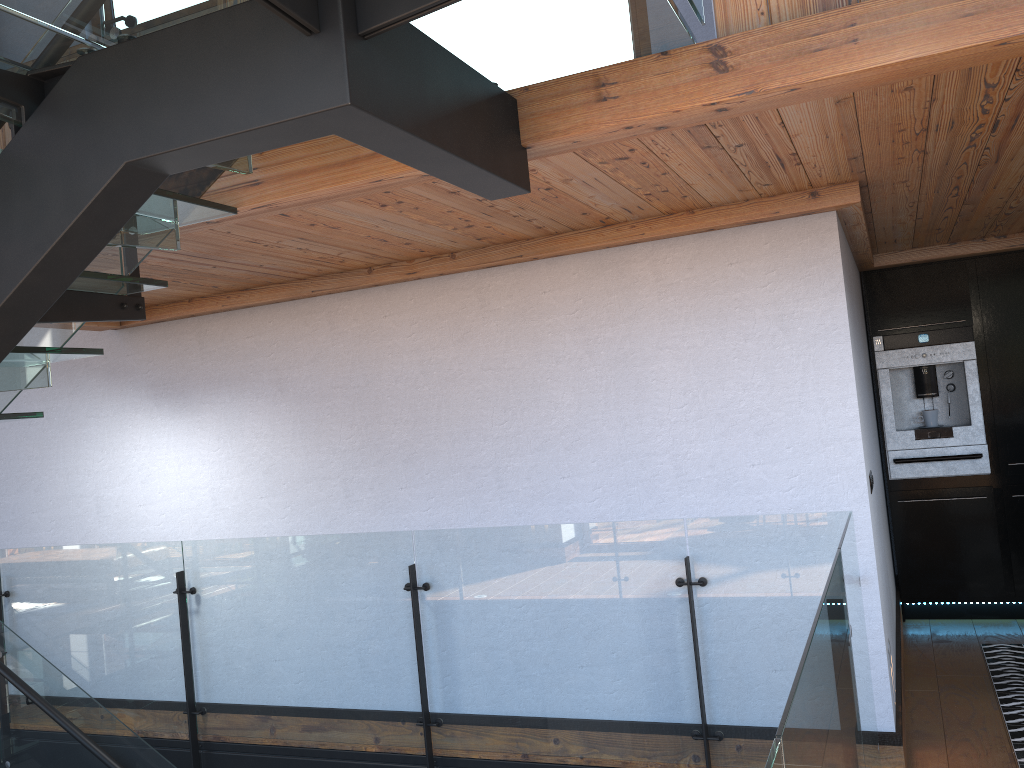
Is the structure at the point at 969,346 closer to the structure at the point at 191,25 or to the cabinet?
the cabinet

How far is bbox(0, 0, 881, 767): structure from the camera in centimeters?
172cm

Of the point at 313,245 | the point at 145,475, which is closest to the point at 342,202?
the point at 313,245

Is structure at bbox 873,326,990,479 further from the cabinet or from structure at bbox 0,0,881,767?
structure at bbox 0,0,881,767

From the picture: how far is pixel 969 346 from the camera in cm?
556

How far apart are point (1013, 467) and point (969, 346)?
0.79m

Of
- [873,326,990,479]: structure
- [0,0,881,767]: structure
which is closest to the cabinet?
[873,326,990,479]: structure

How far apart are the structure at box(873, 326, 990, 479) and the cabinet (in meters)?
0.04

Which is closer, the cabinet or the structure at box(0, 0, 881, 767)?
the structure at box(0, 0, 881, 767)

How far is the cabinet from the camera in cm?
547
